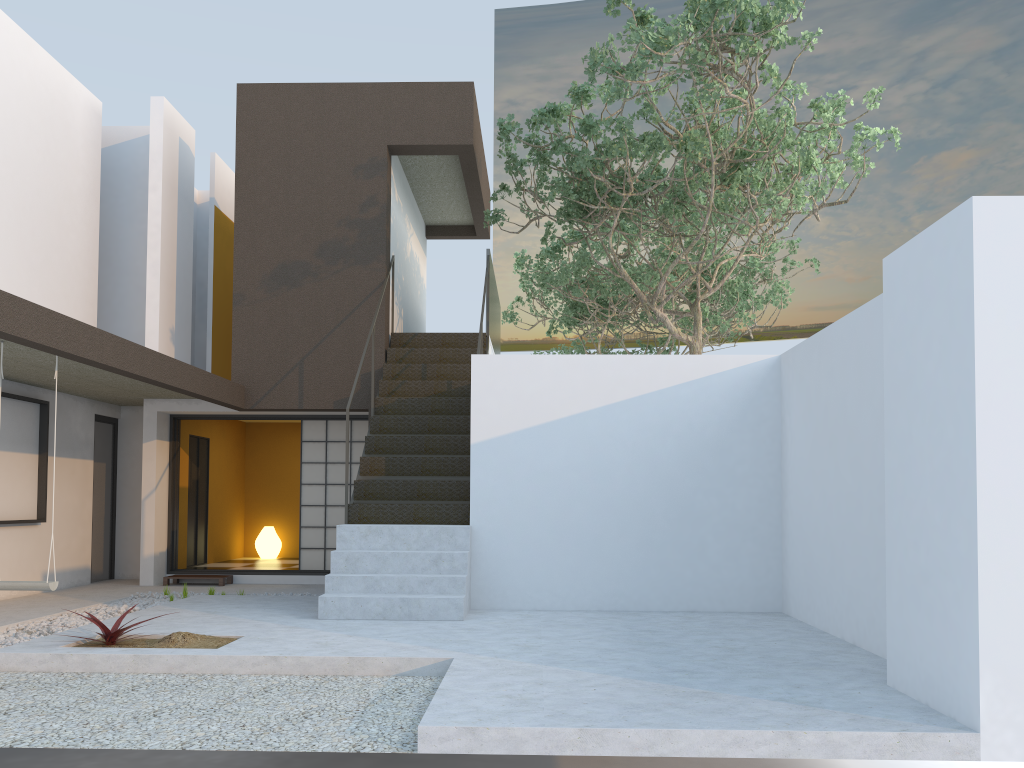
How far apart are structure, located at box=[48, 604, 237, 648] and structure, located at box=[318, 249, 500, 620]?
1.2 meters

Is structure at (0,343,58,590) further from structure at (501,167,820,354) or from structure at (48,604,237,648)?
structure at (501,167,820,354)

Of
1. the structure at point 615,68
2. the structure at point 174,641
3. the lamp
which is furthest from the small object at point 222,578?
the structure at point 615,68

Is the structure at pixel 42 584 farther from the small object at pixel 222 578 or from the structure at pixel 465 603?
the small object at pixel 222 578

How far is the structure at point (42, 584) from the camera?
6.39m

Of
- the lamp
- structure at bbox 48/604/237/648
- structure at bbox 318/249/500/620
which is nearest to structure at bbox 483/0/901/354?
structure at bbox 318/249/500/620

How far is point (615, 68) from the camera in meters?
7.6 m

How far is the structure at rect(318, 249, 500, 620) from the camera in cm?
702

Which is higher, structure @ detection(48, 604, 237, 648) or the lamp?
the lamp

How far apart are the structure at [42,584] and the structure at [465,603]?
1.92m
